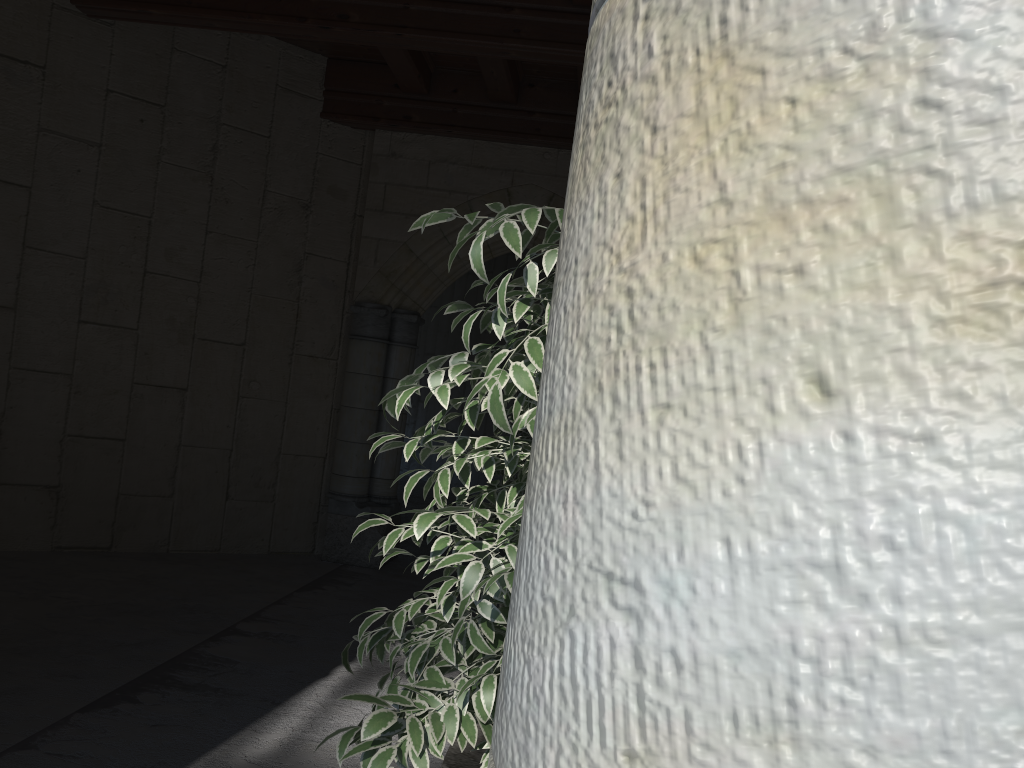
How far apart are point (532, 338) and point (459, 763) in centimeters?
186cm

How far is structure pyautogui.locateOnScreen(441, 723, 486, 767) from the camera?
2.64m

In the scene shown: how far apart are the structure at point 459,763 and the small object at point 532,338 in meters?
1.0 m

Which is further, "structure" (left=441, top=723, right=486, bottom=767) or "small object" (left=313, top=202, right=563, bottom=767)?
"structure" (left=441, top=723, right=486, bottom=767)

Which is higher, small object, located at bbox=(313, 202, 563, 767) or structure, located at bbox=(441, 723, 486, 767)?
small object, located at bbox=(313, 202, 563, 767)

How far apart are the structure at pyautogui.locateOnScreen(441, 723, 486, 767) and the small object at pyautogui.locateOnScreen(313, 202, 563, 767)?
1.0 meters

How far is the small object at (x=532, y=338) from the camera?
1.22m
